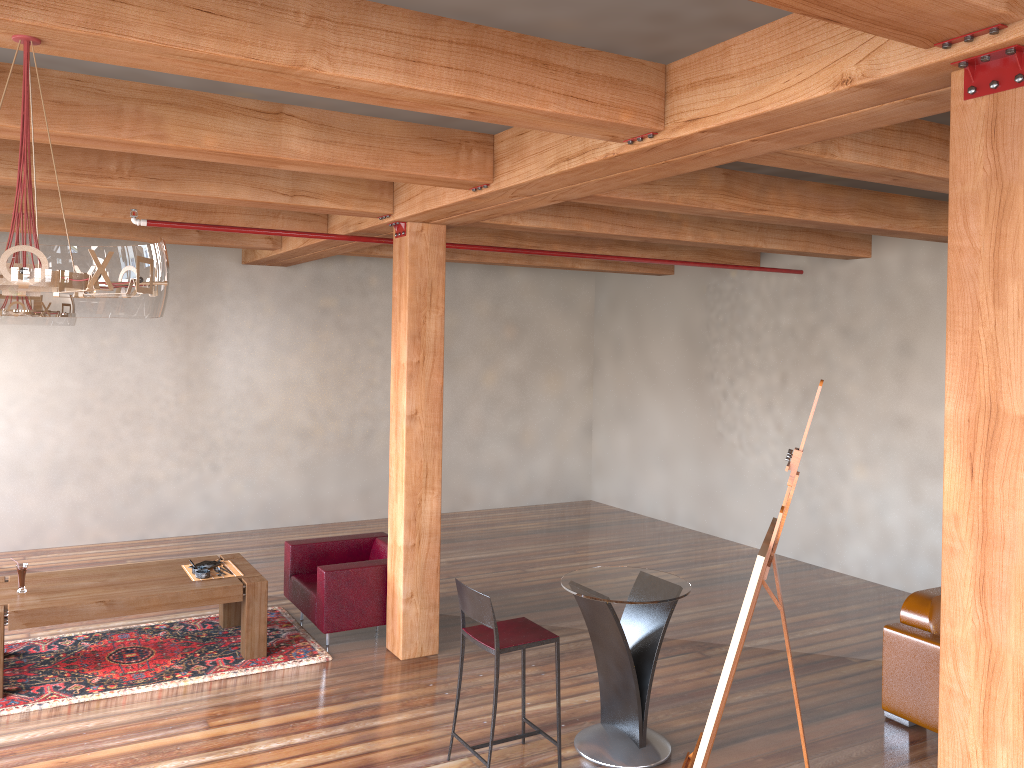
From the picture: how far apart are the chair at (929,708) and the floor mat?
3.7m

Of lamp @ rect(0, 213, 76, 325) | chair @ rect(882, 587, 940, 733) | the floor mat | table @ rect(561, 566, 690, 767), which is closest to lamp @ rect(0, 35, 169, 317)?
table @ rect(561, 566, 690, 767)

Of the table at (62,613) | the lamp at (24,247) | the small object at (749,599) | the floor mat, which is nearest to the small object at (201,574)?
the table at (62,613)

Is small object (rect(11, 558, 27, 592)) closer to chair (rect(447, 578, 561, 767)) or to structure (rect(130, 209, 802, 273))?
structure (rect(130, 209, 802, 273))

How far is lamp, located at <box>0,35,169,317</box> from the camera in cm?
225

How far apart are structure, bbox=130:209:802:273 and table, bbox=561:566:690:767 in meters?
3.2 m

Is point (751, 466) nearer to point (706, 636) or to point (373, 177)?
point (706, 636)

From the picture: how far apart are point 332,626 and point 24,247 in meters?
4.6 m

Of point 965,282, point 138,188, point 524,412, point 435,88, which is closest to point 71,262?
point 435,88

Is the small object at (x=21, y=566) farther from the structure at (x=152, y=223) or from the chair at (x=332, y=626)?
the structure at (x=152, y=223)
